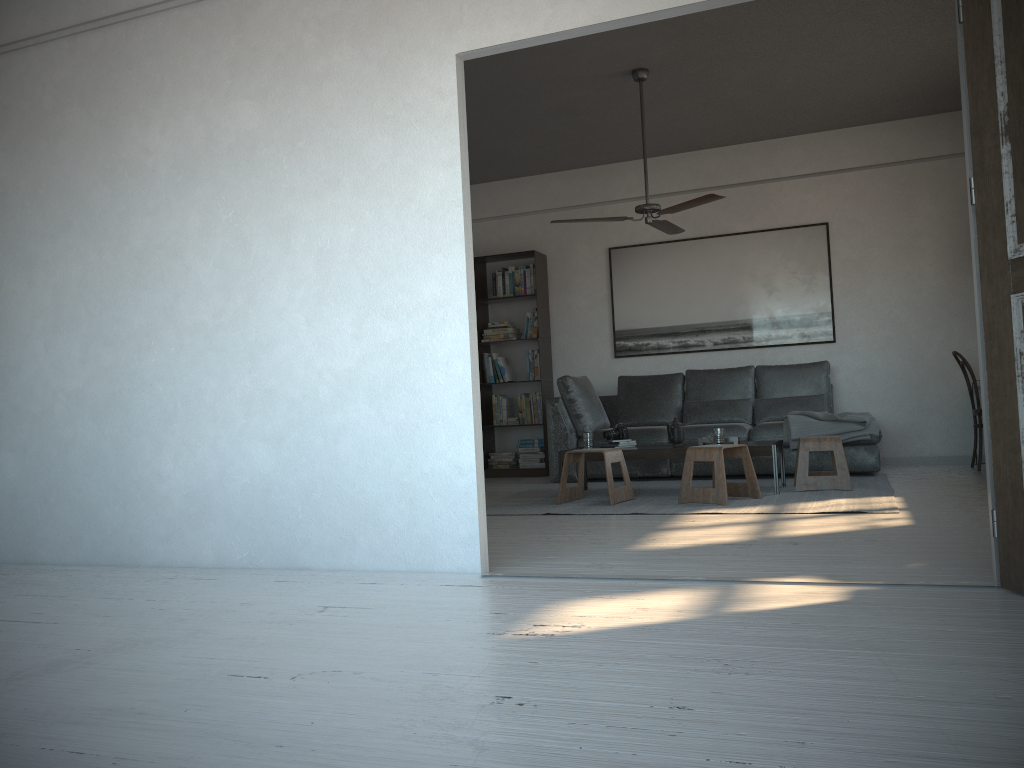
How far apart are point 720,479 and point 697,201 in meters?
1.8 m

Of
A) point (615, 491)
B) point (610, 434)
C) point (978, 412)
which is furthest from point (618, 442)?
point (978, 412)

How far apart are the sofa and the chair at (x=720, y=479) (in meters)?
1.25

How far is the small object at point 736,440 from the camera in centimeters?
587cm

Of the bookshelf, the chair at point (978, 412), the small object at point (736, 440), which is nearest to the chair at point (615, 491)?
the small object at point (736, 440)

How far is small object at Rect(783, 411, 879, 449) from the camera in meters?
6.4 m

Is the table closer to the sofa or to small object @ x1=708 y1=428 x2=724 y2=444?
small object @ x1=708 y1=428 x2=724 y2=444

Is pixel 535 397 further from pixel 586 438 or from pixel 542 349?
pixel 586 438

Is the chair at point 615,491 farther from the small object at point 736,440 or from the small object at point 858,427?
the small object at point 858,427

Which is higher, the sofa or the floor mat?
the sofa
